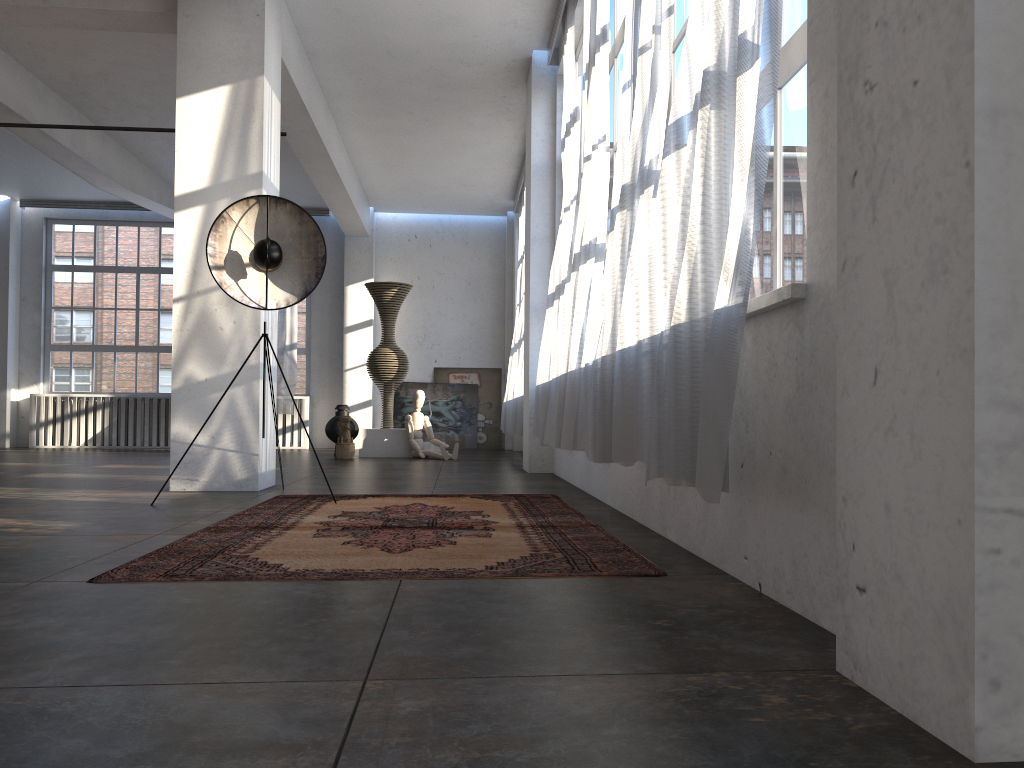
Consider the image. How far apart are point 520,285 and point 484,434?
3.1 meters

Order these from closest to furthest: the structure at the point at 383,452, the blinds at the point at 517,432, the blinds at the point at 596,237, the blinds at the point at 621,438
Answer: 1. the blinds at the point at 621,438
2. the blinds at the point at 596,237
3. the blinds at the point at 517,432
4. the structure at the point at 383,452

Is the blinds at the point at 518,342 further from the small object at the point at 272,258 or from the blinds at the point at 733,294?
the blinds at the point at 733,294

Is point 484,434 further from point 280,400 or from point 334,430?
point 334,430

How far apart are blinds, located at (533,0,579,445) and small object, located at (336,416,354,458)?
3.96m

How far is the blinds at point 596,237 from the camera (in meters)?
5.40

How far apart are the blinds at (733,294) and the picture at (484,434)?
11.74m

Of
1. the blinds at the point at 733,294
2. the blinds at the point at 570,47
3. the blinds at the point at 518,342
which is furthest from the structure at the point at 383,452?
the blinds at the point at 733,294

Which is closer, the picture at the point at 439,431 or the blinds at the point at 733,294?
the blinds at the point at 733,294

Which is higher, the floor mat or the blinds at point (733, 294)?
the blinds at point (733, 294)
